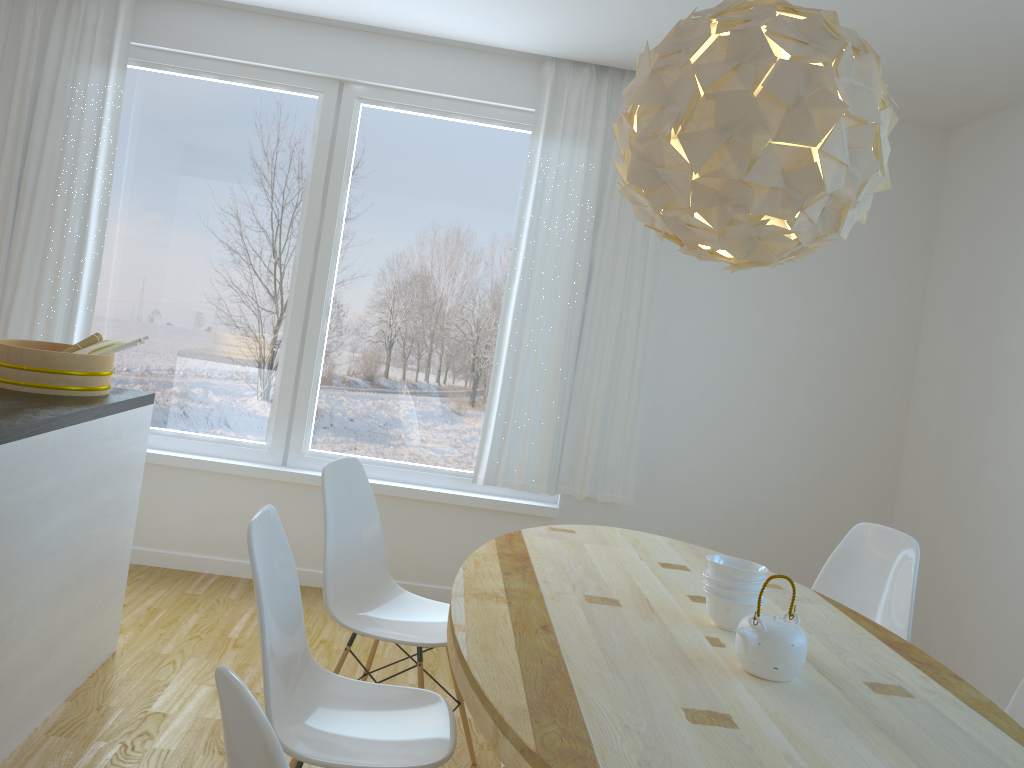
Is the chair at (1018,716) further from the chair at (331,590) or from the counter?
the counter

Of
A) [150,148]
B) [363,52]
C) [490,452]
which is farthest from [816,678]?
[150,148]

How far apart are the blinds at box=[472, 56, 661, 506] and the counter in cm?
163

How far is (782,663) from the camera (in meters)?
1.85

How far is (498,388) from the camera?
4.3 meters

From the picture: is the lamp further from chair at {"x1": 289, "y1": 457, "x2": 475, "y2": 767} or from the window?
the window

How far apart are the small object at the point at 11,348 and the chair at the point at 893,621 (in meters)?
2.52

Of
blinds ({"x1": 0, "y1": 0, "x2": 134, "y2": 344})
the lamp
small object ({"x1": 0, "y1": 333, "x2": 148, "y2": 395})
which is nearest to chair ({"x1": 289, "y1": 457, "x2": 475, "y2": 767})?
small object ({"x1": 0, "y1": 333, "x2": 148, "y2": 395})

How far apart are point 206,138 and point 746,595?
3.4m

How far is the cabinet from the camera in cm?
235
